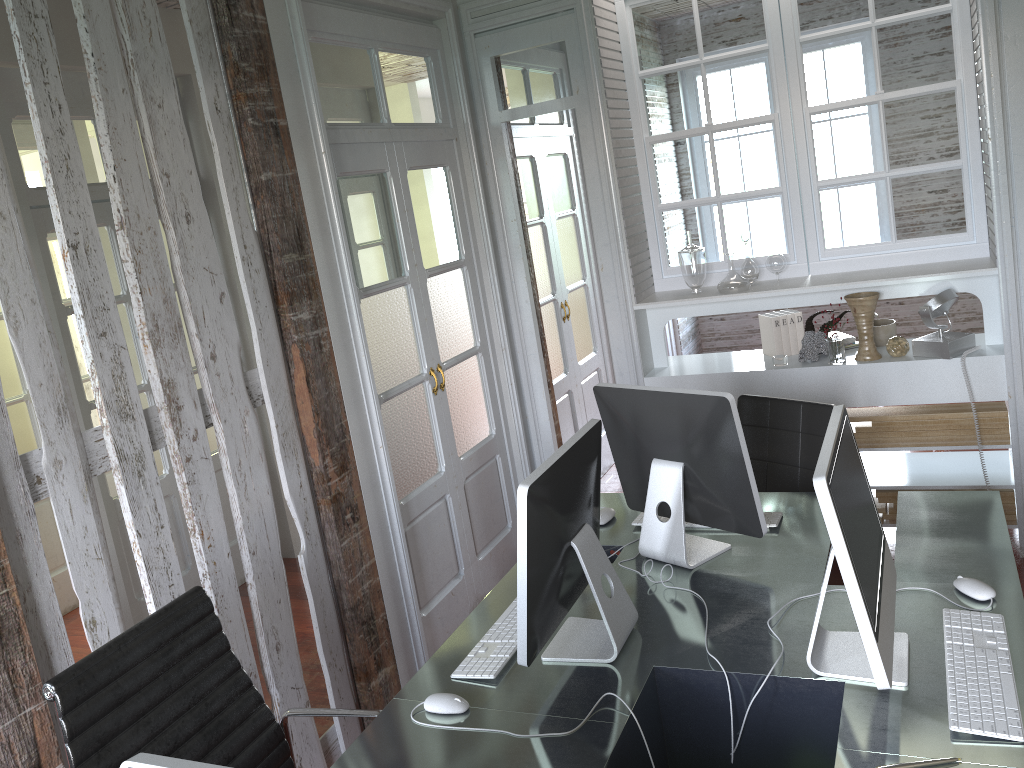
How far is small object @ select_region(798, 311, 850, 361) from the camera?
3.9m

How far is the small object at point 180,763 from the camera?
1.1m

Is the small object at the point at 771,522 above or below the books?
below

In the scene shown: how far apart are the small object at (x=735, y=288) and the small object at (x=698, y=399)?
1.5 meters

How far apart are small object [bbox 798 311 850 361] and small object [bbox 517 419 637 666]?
2.0m

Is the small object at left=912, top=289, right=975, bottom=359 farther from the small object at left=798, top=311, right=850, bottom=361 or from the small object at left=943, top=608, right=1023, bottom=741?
the small object at left=943, top=608, right=1023, bottom=741

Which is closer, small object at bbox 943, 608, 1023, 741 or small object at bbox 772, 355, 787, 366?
small object at bbox 943, 608, 1023, 741

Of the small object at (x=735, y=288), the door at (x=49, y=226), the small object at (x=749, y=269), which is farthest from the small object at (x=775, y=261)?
the door at (x=49, y=226)

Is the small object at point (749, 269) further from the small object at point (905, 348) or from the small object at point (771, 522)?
the small object at point (771, 522)

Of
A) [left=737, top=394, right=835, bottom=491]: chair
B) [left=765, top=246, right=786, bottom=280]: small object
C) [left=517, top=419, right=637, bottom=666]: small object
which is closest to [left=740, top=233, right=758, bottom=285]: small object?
[left=765, top=246, right=786, bottom=280]: small object
